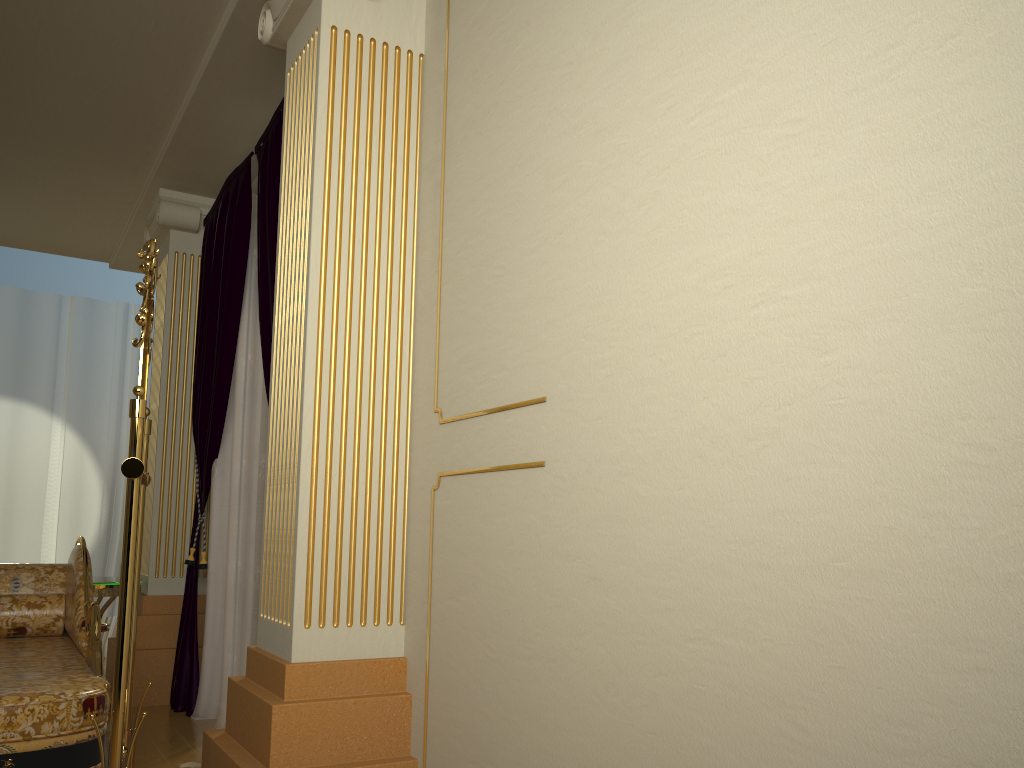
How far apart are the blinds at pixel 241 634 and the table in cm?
34

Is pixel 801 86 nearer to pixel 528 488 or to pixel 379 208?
pixel 528 488

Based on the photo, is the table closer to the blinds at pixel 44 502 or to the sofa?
the sofa

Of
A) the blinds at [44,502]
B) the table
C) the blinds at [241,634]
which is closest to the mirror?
the blinds at [241,634]

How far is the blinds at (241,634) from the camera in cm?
367

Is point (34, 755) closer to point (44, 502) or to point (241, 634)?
point (241, 634)

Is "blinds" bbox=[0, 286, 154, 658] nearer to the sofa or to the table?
the table

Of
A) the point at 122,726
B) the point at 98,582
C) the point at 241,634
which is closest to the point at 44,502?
the point at 98,582

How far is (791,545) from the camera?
1.37m

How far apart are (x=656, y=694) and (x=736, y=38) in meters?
1.2 m
